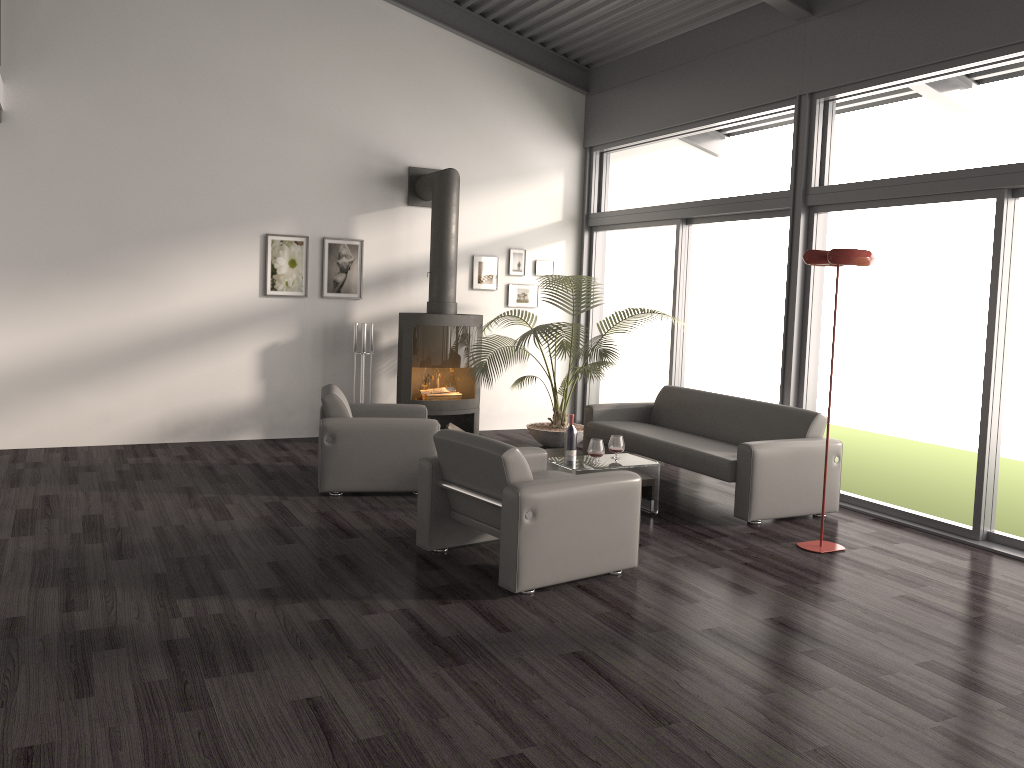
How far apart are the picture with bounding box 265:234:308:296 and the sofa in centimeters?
294cm

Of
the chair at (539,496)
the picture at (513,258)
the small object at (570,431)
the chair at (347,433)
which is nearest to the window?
the picture at (513,258)

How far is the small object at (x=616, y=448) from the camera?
6.10m

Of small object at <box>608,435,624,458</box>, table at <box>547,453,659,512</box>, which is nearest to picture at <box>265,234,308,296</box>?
table at <box>547,453,659,512</box>

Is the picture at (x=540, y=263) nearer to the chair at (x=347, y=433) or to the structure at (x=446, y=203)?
the structure at (x=446, y=203)

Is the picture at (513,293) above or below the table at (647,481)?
above

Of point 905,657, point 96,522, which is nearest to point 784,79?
point 905,657

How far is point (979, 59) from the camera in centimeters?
548cm

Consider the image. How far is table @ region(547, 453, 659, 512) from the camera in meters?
5.8 m

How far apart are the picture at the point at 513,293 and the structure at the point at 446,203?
0.9m
